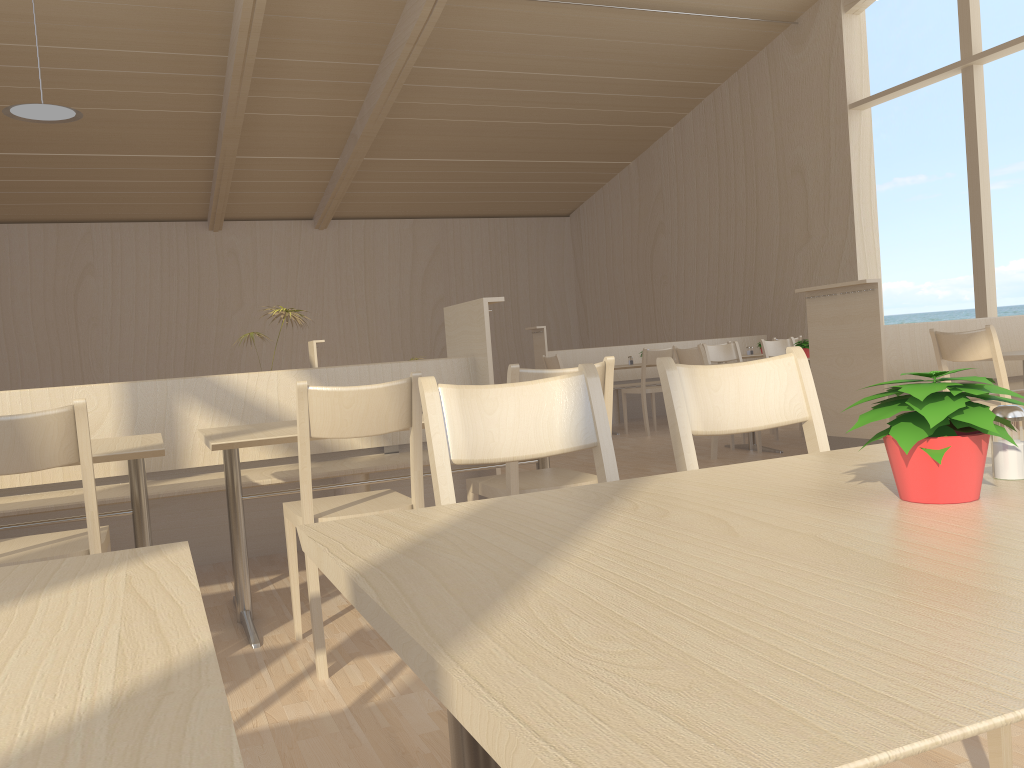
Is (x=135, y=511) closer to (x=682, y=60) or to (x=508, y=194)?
(x=682, y=60)

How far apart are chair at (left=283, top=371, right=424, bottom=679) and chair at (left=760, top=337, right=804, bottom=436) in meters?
5.2 m

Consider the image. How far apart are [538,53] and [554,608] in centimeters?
1018cm

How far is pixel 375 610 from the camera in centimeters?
71cm

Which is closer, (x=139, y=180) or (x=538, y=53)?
(x=538, y=53)

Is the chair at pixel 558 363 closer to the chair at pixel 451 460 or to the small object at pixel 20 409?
the small object at pixel 20 409

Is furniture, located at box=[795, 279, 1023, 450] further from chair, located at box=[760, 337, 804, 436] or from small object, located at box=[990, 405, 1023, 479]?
small object, located at box=[990, 405, 1023, 479]

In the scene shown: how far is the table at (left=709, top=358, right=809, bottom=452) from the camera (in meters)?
6.40

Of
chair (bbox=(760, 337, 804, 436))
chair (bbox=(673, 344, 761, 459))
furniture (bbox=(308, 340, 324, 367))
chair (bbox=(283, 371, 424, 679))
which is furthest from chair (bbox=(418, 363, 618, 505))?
furniture (bbox=(308, 340, 324, 367))

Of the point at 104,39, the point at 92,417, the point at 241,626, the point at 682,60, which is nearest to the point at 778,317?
the point at 682,60
